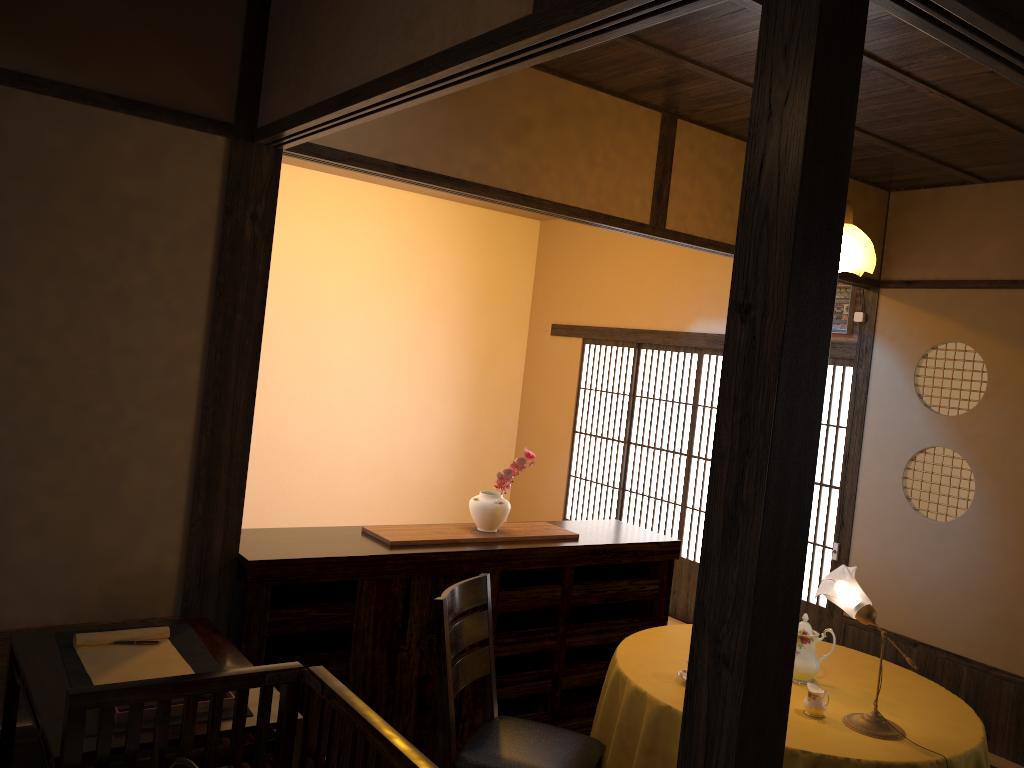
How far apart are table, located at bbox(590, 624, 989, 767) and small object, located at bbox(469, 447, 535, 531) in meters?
0.8

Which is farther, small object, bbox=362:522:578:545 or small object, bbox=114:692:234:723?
small object, bbox=362:522:578:545

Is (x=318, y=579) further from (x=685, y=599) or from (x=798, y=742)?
(x=685, y=599)

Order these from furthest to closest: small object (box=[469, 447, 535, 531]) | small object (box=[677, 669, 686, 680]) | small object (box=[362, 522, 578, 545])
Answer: small object (box=[469, 447, 535, 531]), small object (box=[362, 522, 578, 545]), small object (box=[677, 669, 686, 680])

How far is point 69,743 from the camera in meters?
2.0

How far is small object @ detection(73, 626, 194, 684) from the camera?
2.5 meters

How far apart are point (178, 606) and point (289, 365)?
4.0 meters

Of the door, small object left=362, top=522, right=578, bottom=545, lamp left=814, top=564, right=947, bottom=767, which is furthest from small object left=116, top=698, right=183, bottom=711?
the door

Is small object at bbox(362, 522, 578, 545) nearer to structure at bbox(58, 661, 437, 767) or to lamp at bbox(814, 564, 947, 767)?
lamp at bbox(814, 564, 947, 767)

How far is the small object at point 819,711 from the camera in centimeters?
301cm
